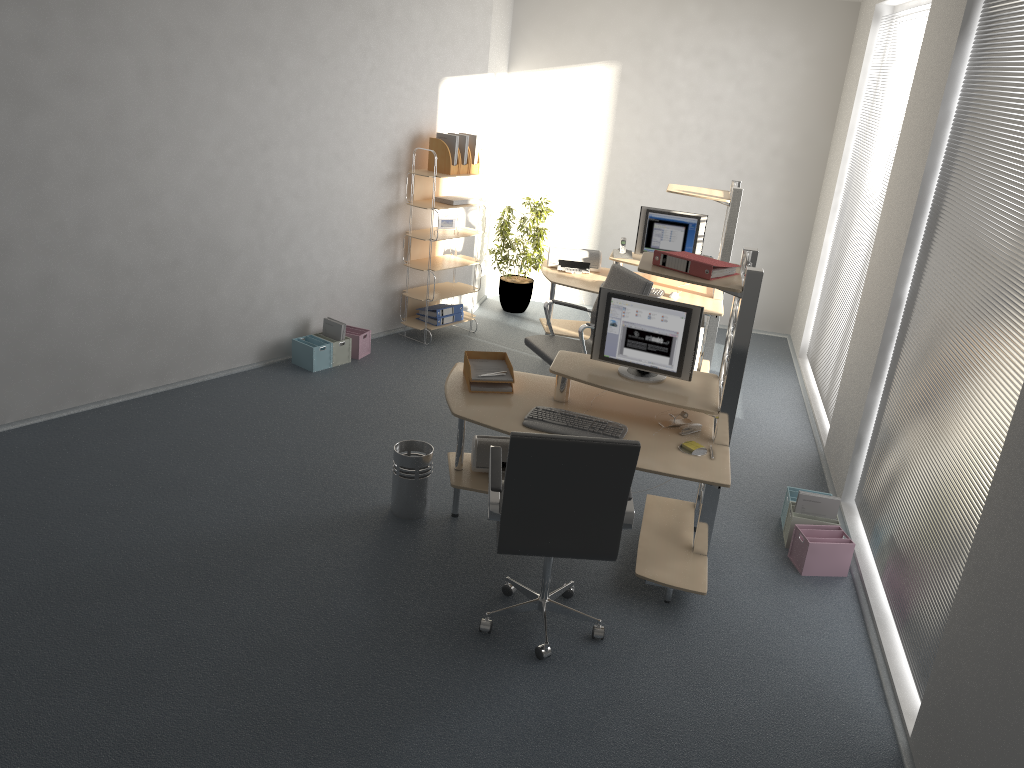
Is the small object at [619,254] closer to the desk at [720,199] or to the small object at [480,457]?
the desk at [720,199]

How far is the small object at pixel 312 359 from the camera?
6.5m

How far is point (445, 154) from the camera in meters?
7.0

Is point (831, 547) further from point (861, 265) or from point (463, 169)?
point (463, 169)

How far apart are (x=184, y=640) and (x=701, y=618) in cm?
226

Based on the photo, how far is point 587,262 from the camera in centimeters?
714cm

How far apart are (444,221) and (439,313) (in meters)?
0.76

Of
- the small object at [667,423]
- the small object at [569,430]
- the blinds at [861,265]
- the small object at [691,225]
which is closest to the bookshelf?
the small object at [691,225]

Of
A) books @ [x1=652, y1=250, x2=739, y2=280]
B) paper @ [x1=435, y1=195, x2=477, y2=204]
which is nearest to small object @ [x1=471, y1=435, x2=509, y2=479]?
books @ [x1=652, y1=250, x2=739, y2=280]

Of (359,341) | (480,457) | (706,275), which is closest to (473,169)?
(359,341)
